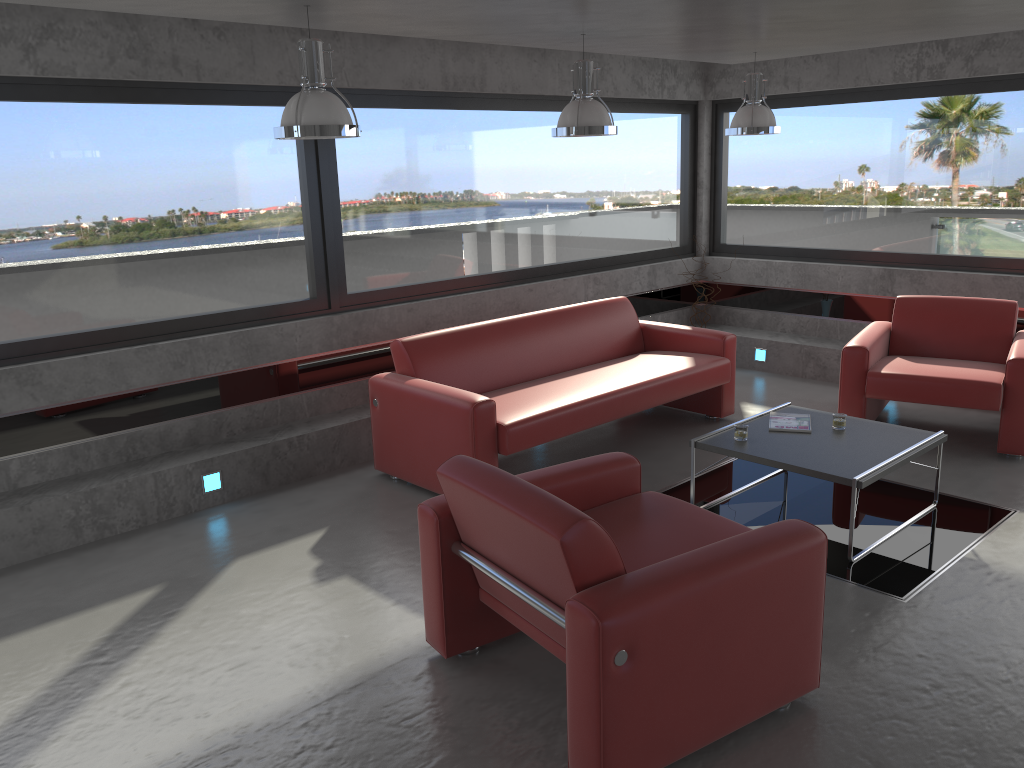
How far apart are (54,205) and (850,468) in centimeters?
446cm

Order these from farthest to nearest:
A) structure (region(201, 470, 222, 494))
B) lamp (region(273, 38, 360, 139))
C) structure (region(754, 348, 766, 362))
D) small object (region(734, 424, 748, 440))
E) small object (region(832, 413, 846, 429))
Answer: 1. structure (region(754, 348, 766, 362))
2. structure (region(201, 470, 222, 494))
3. small object (region(832, 413, 846, 429))
4. small object (region(734, 424, 748, 440))
5. lamp (region(273, 38, 360, 139))

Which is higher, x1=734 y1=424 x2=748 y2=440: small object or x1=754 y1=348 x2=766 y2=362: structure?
x1=734 y1=424 x2=748 y2=440: small object

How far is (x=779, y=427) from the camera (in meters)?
5.02

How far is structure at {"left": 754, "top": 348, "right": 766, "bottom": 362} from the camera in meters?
8.1 m

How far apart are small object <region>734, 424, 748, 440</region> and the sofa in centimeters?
93cm

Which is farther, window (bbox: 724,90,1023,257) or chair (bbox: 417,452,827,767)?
window (bbox: 724,90,1023,257)

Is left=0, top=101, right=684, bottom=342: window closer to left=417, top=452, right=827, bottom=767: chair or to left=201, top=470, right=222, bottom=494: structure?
left=201, top=470, right=222, bottom=494: structure

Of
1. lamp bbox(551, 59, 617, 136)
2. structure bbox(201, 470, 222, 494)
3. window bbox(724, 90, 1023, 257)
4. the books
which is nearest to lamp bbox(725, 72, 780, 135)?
lamp bbox(551, 59, 617, 136)

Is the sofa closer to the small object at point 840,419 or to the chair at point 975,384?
the chair at point 975,384
